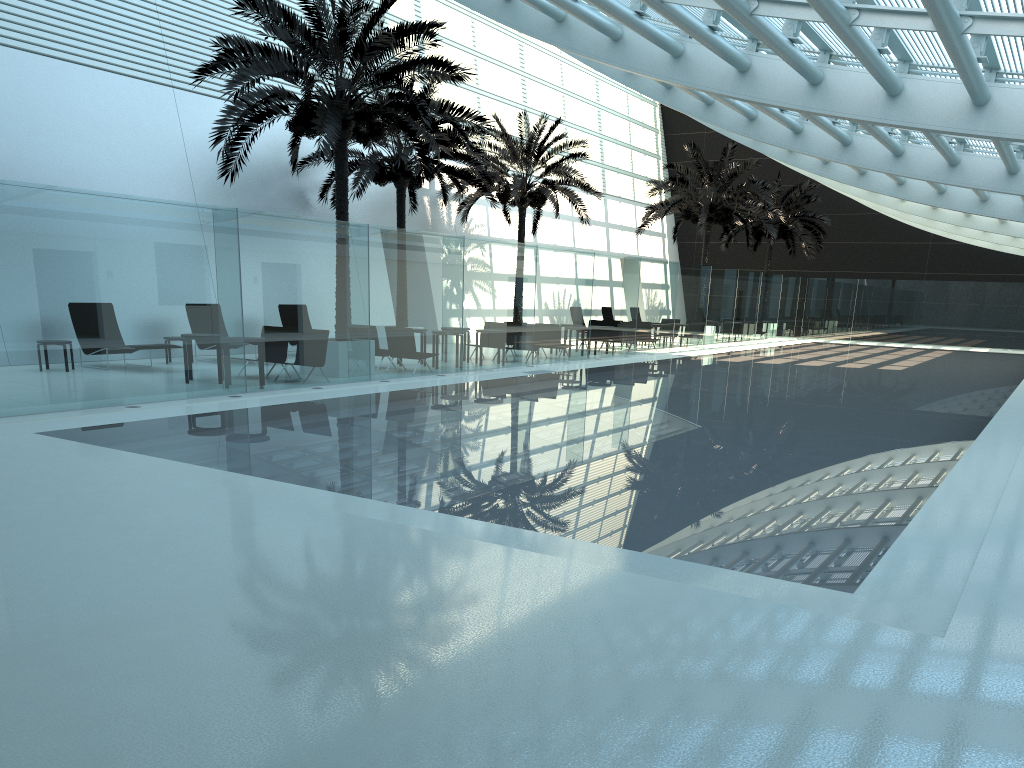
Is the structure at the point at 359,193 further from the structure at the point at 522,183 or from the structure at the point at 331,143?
the structure at the point at 331,143

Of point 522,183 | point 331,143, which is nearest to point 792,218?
point 522,183

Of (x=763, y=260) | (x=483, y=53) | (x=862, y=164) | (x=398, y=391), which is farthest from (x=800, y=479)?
(x=763, y=260)

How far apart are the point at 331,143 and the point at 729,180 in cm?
1971

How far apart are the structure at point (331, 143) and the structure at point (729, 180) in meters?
14.8 m

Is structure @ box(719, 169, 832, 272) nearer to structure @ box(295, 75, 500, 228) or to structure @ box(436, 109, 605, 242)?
structure @ box(436, 109, 605, 242)

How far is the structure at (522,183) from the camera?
26.1 meters

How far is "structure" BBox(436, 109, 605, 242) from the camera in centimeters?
2609cm

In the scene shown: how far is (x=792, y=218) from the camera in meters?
37.7

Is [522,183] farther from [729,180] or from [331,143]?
[331,143]
